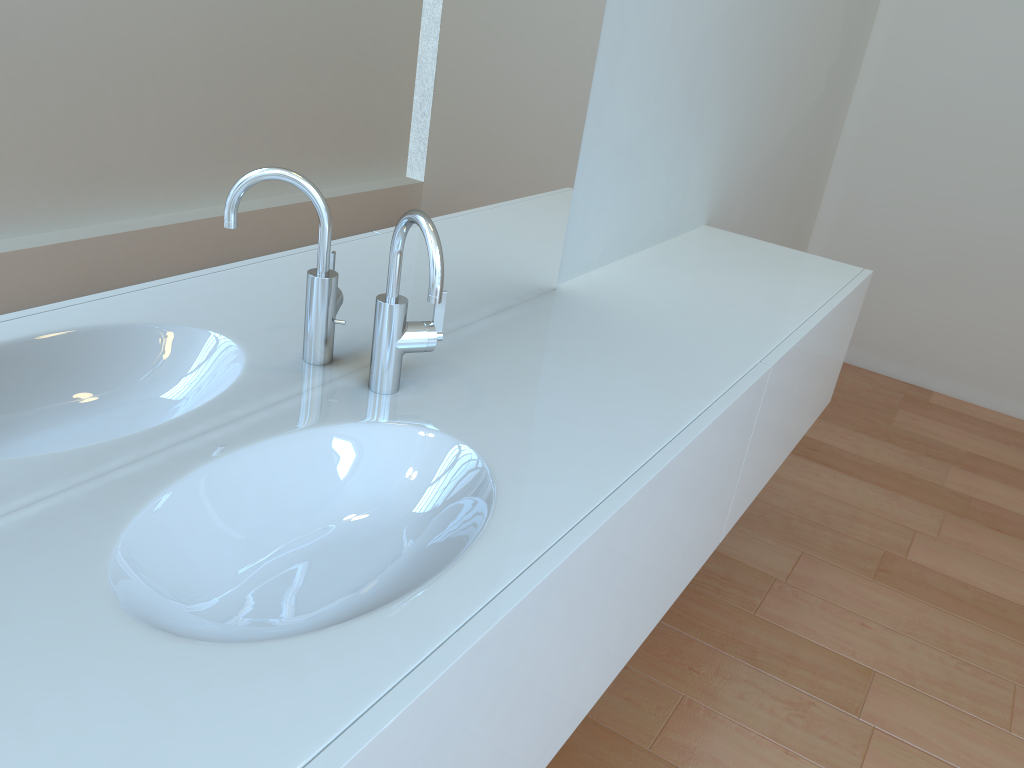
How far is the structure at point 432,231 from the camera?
1.0m

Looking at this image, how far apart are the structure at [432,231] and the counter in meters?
0.0 m

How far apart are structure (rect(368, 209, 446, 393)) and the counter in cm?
1

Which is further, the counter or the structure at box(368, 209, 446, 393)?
the structure at box(368, 209, 446, 393)

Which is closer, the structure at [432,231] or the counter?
the counter

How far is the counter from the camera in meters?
0.7 m

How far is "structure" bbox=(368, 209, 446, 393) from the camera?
1.0 meters
